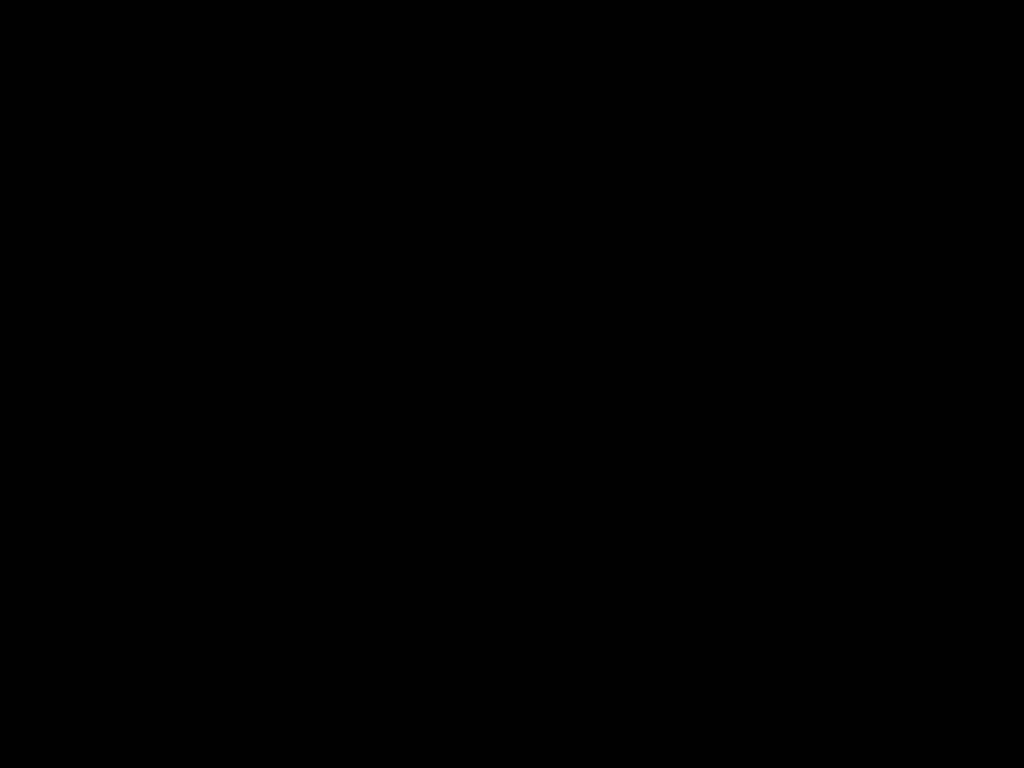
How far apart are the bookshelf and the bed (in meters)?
0.01

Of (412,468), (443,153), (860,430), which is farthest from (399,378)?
(443,153)

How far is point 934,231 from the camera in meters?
0.7

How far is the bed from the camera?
0.4 meters

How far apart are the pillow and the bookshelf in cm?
5

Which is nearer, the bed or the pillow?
the bed

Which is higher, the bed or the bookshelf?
the bed

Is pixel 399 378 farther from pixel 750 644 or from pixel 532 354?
pixel 750 644

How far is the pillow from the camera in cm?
150

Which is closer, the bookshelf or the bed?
the bed
